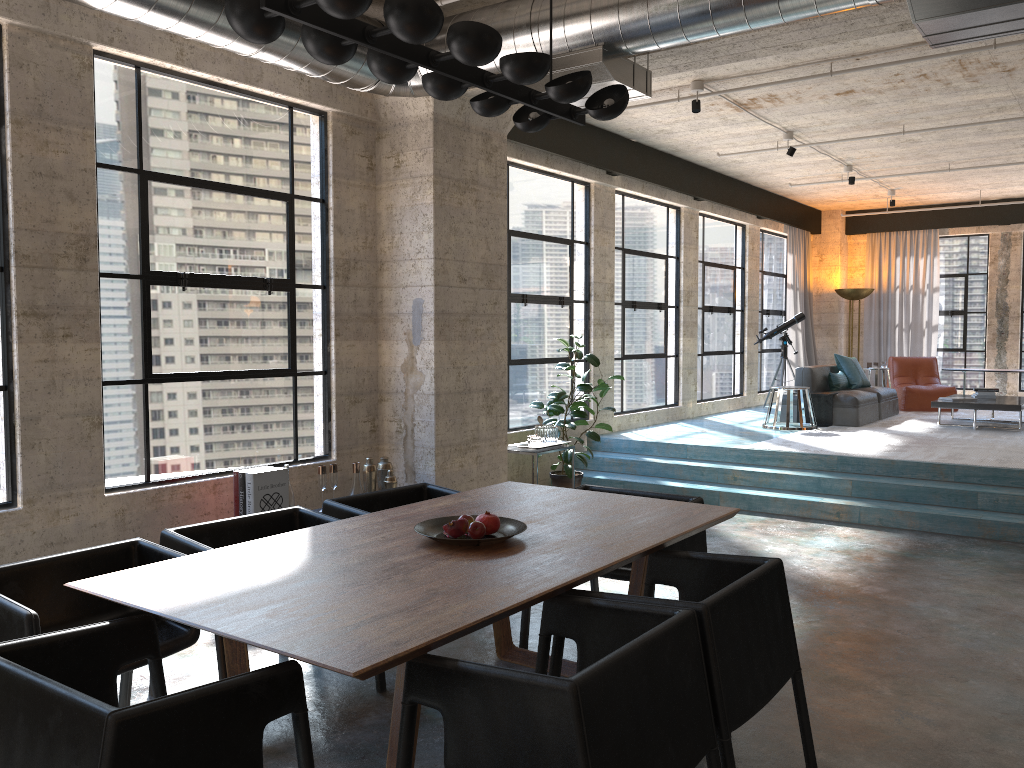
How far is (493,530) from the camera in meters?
3.4

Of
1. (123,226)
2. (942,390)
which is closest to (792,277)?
(942,390)

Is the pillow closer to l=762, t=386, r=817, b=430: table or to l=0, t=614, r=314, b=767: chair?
l=762, t=386, r=817, b=430: table

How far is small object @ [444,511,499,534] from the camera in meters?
3.4

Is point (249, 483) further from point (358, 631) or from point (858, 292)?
point (858, 292)

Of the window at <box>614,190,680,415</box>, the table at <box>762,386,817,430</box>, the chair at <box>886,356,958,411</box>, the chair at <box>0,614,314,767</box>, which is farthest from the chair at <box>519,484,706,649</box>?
the chair at <box>886,356,958,411</box>

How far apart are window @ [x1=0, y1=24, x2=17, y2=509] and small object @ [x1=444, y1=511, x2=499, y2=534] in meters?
2.8

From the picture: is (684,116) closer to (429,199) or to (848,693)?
(429,199)

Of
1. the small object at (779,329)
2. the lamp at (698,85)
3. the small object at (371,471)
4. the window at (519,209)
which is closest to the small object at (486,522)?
the small object at (371,471)

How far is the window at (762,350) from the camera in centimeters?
1386cm
